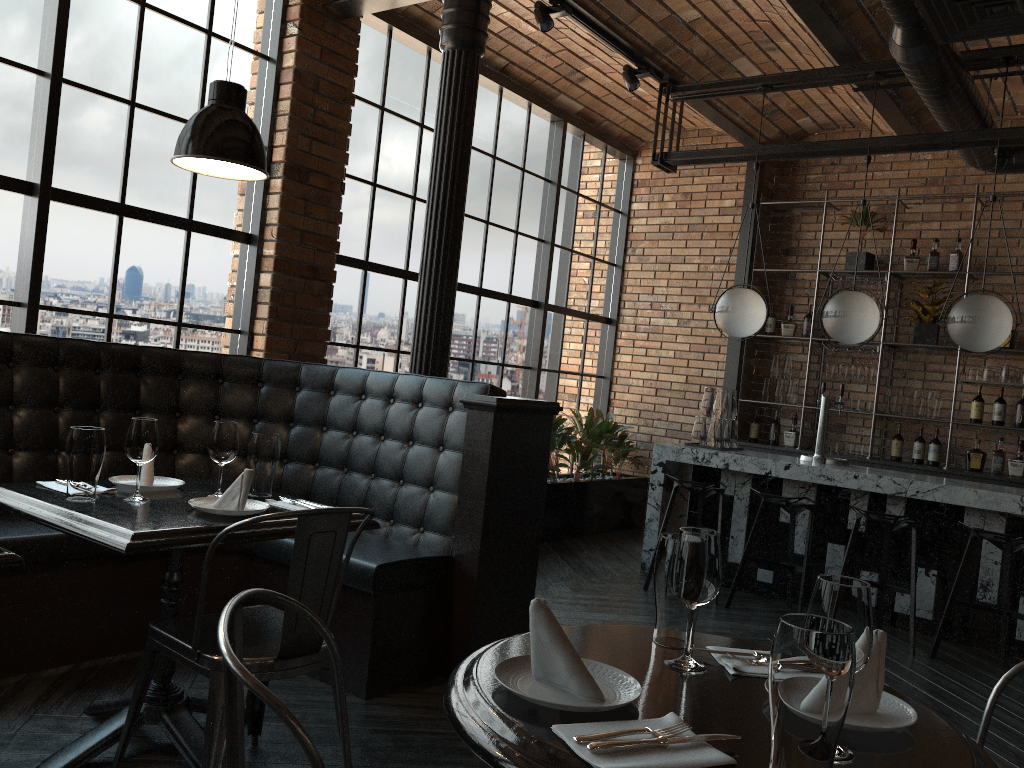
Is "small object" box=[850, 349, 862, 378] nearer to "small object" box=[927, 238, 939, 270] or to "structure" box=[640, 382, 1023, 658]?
"small object" box=[927, 238, 939, 270]

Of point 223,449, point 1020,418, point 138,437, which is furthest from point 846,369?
point 138,437

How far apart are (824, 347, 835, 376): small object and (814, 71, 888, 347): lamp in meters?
1.8

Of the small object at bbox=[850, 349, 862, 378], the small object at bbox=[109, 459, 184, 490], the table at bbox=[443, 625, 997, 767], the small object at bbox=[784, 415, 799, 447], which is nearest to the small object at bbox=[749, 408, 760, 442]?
the small object at bbox=[784, 415, 799, 447]

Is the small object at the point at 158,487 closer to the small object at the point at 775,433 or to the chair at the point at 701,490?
the chair at the point at 701,490

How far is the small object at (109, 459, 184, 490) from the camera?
2.8m

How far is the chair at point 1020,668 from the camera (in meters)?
1.73

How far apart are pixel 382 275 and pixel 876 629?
4.90m

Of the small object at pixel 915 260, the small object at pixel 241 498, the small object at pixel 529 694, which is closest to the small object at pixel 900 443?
the small object at pixel 915 260

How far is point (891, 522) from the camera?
4.81m
